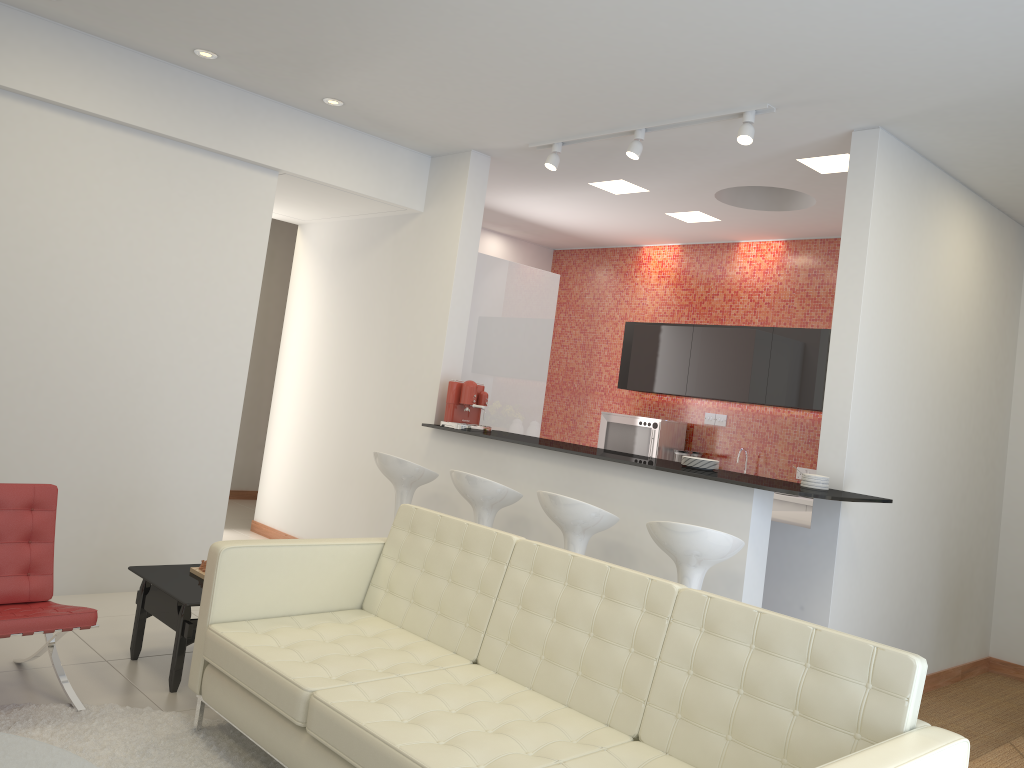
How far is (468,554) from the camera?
3.70m

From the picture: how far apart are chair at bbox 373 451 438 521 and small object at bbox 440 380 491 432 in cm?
39

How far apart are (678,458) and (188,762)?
5.48m

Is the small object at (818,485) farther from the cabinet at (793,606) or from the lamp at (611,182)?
the lamp at (611,182)

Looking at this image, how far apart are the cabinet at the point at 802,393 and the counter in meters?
2.5

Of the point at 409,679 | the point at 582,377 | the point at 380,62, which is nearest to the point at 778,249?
the point at 582,377

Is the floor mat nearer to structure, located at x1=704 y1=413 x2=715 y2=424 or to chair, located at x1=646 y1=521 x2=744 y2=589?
chair, located at x1=646 y1=521 x2=744 y2=589

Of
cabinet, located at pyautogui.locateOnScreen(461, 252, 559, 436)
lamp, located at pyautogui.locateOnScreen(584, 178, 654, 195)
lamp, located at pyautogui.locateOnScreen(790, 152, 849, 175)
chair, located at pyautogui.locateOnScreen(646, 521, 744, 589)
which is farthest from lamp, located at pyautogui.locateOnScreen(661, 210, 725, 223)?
chair, located at pyautogui.locateOnScreen(646, 521, 744, 589)

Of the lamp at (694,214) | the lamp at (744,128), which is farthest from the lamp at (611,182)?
the lamp at (744,128)

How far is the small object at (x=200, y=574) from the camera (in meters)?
4.30
